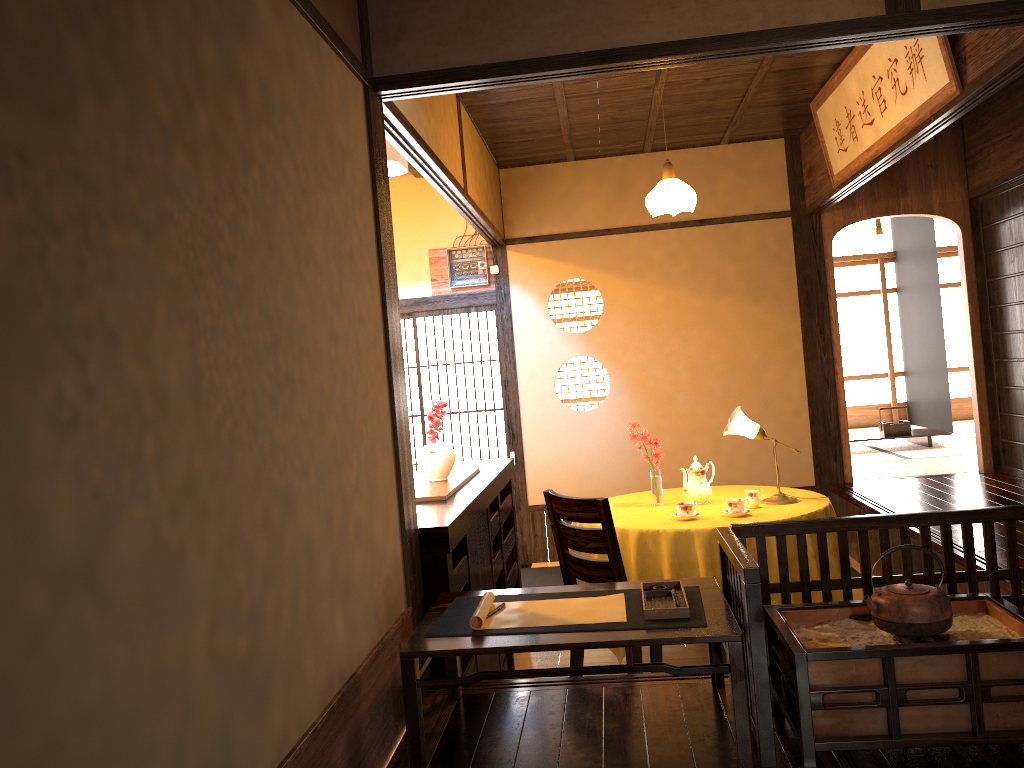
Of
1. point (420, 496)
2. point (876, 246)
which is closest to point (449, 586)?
point (420, 496)

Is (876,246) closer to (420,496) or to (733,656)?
(420,496)

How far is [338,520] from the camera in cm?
224

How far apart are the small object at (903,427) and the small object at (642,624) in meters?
6.6 m

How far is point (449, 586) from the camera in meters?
3.1

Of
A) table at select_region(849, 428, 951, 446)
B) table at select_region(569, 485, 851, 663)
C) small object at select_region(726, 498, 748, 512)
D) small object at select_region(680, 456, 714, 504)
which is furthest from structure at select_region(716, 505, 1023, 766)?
table at select_region(849, 428, 951, 446)

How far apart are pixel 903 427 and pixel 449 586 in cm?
673

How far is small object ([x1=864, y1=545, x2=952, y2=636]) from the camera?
2.2 meters

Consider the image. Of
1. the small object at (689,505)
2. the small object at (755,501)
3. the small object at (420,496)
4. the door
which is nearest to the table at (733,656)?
the small object at (420,496)

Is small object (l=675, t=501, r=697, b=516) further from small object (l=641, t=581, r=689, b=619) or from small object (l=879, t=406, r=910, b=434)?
small object (l=879, t=406, r=910, b=434)
